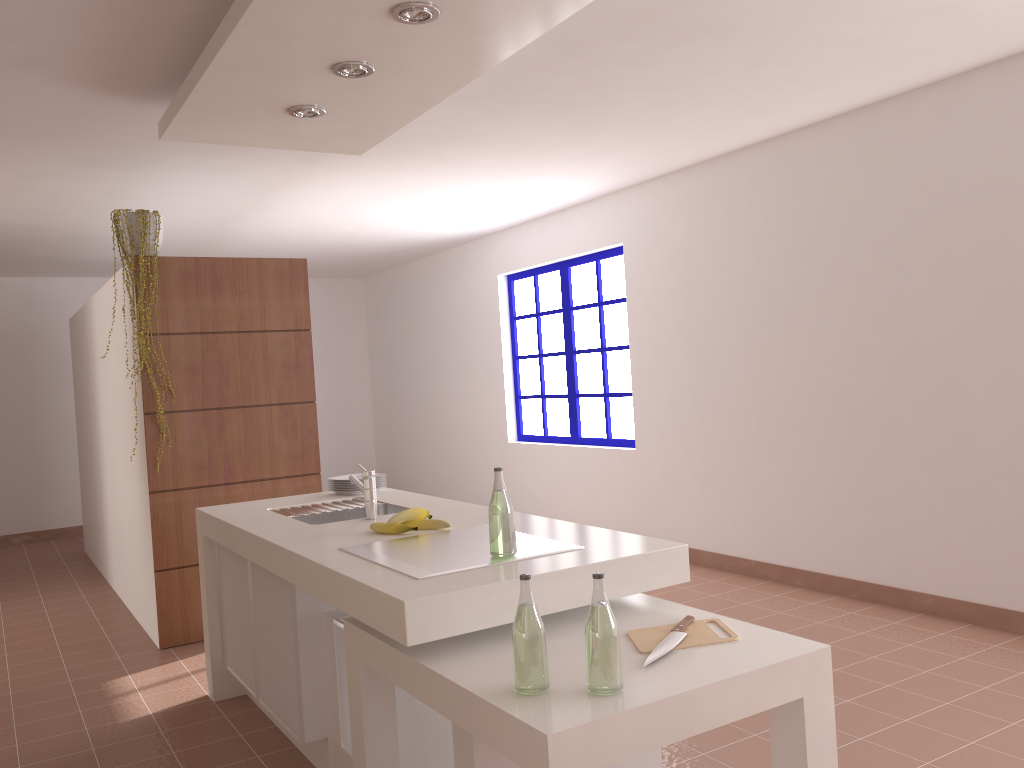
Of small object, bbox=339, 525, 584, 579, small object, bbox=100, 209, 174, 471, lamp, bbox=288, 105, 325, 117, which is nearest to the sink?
small object, bbox=339, 525, 584, 579

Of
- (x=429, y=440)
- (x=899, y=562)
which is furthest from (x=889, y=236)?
(x=429, y=440)

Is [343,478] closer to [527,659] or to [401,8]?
[401,8]

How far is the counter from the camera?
1.99m

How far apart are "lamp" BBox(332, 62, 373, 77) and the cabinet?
1.72m

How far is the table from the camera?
1.62m

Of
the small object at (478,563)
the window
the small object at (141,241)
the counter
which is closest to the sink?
the counter

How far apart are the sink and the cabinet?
0.2 meters

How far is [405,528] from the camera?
2.8m

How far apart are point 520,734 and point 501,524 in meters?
0.7 m
